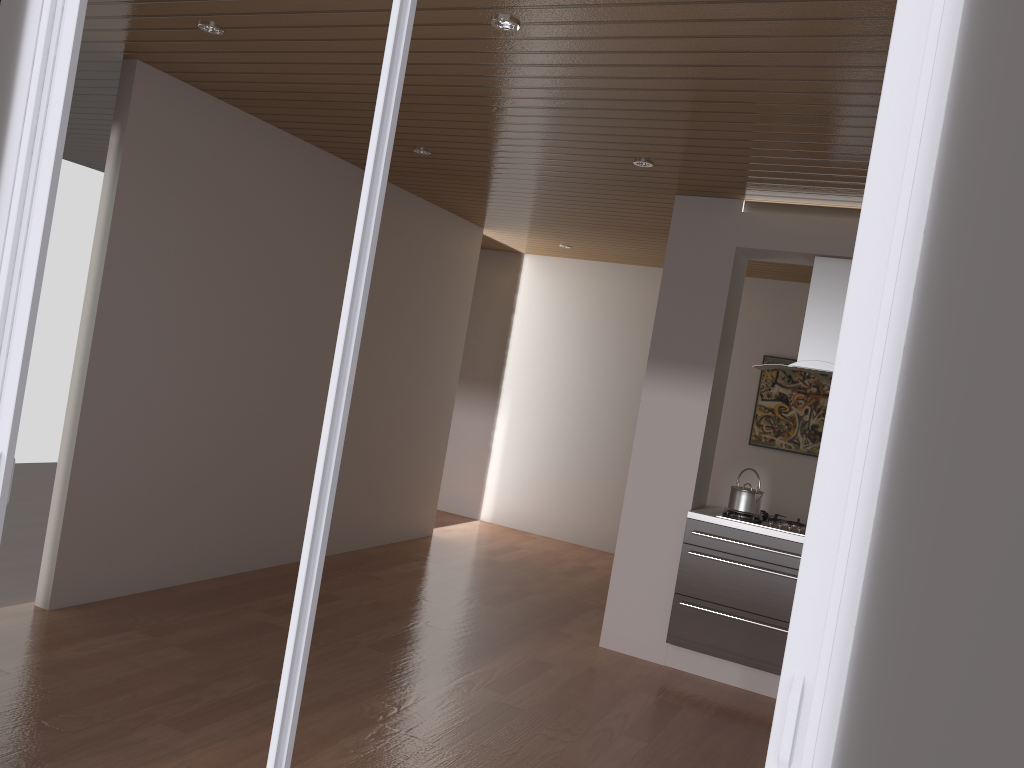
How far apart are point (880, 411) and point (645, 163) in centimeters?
335cm

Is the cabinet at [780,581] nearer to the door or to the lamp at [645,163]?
the lamp at [645,163]

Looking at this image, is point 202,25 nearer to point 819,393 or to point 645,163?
point 645,163

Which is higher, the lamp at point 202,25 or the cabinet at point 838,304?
the lamp at point 202,25

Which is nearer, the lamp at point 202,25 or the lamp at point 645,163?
the lamp at point 202,25

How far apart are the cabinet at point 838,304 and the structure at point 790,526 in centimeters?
86cm

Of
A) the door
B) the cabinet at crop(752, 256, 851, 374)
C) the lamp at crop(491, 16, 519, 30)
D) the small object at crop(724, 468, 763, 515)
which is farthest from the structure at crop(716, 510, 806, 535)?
the door

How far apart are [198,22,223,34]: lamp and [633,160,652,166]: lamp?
2.1 meters

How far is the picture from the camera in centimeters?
759cm

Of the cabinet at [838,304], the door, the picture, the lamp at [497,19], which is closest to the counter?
the cabinet at [838,304]
